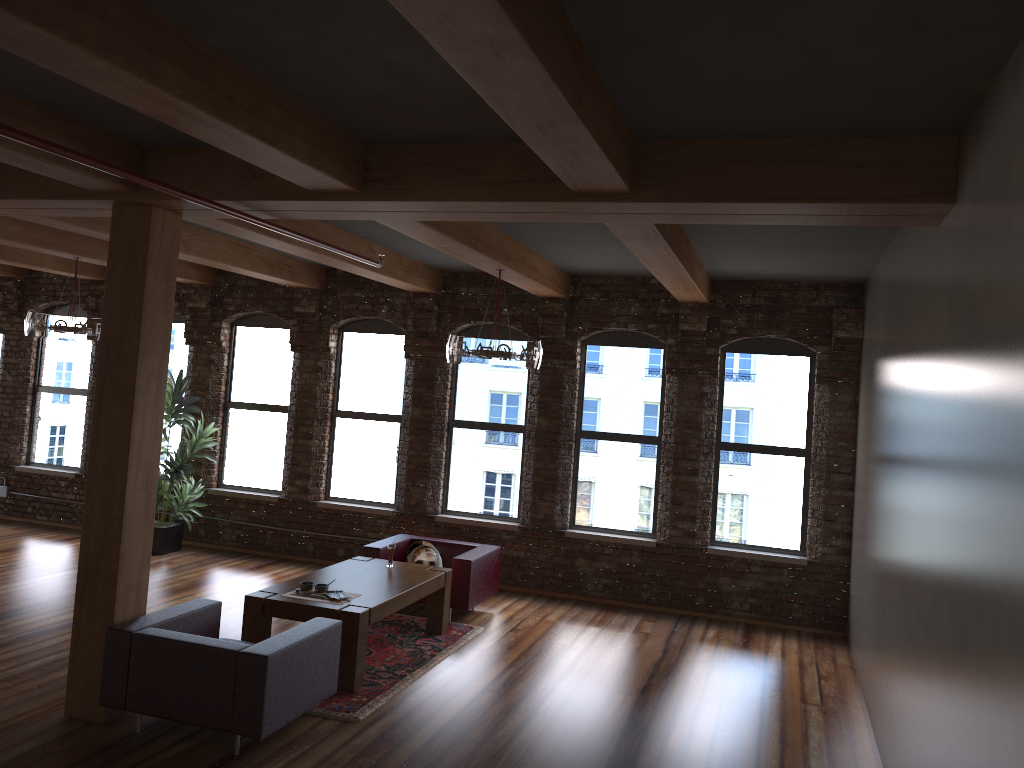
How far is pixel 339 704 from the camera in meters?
5.8

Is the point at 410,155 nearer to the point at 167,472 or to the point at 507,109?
the point at 507,109

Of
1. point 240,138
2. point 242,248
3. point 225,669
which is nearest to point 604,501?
point 242,248

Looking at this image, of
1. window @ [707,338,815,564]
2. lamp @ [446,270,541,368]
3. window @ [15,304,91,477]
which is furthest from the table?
window @ [15,304,91,477]

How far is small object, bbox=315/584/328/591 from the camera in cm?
651

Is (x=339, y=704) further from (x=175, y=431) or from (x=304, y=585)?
(x=175, y=431)

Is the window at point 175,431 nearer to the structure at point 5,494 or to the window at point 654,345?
the structure at point 5,494

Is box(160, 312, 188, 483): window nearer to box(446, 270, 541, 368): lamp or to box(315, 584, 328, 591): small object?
box(446, 270, 541, 368): lamp

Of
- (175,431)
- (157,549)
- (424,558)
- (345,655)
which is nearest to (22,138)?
(345,655)

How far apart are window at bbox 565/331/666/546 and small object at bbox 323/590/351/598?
3.4m
